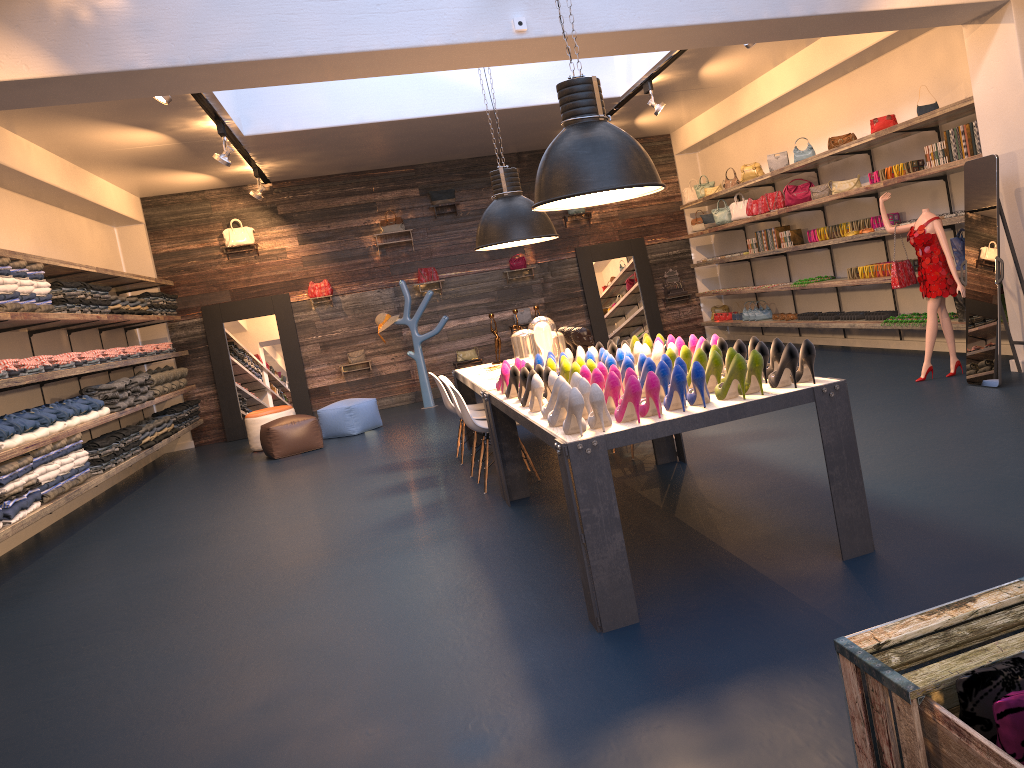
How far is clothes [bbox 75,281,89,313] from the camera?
8.6 meters

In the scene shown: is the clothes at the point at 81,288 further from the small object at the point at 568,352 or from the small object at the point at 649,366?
the small object at the point at 649,366

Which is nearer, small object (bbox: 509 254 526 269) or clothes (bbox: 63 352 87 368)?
clothes (bbox: 63 352 87 368)

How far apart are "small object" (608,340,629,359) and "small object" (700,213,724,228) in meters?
8.2

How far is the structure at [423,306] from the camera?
12.3m

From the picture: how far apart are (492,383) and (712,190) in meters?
7.8 m

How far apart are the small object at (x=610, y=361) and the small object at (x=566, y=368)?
0.3m

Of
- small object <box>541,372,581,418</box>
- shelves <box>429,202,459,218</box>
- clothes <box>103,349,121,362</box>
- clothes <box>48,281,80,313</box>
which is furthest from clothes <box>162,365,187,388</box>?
small object <box>541,372,581,418</box>

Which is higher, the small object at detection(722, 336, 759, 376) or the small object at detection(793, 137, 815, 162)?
the small object at detection(793, 137, 815, 162)

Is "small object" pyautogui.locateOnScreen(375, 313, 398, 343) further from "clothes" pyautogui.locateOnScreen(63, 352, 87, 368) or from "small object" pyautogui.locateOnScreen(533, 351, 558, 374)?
"small object" pyautogui.locateOnScreen(533, 351, 558, 374)
